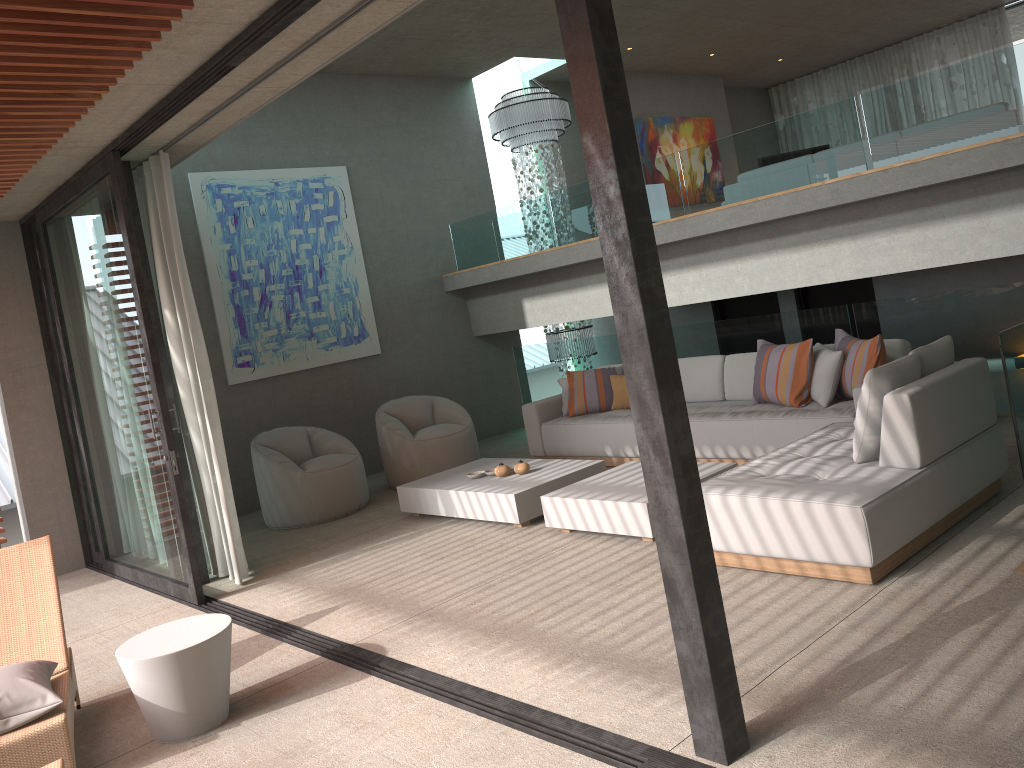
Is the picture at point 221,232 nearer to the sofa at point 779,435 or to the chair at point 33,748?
the sofa at point 779,435

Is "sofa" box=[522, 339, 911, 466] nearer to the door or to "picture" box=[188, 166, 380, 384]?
the door

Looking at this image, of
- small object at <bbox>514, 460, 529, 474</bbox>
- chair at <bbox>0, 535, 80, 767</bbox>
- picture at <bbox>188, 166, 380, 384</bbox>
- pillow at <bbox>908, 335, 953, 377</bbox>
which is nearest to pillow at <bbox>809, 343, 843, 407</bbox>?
pillow at <bbox>908, 335, 953, 377</bbox>

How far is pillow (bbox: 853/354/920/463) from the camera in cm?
435

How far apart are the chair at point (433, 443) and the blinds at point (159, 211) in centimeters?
214cm

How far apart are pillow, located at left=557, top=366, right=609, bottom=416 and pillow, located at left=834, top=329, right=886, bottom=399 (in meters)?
2.54

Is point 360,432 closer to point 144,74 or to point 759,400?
point 759,400

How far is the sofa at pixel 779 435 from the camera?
6.1 meters

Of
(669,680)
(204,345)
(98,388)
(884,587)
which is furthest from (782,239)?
(98,388)

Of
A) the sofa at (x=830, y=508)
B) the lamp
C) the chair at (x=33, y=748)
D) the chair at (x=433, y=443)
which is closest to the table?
the chair at (x=33, y=748)
